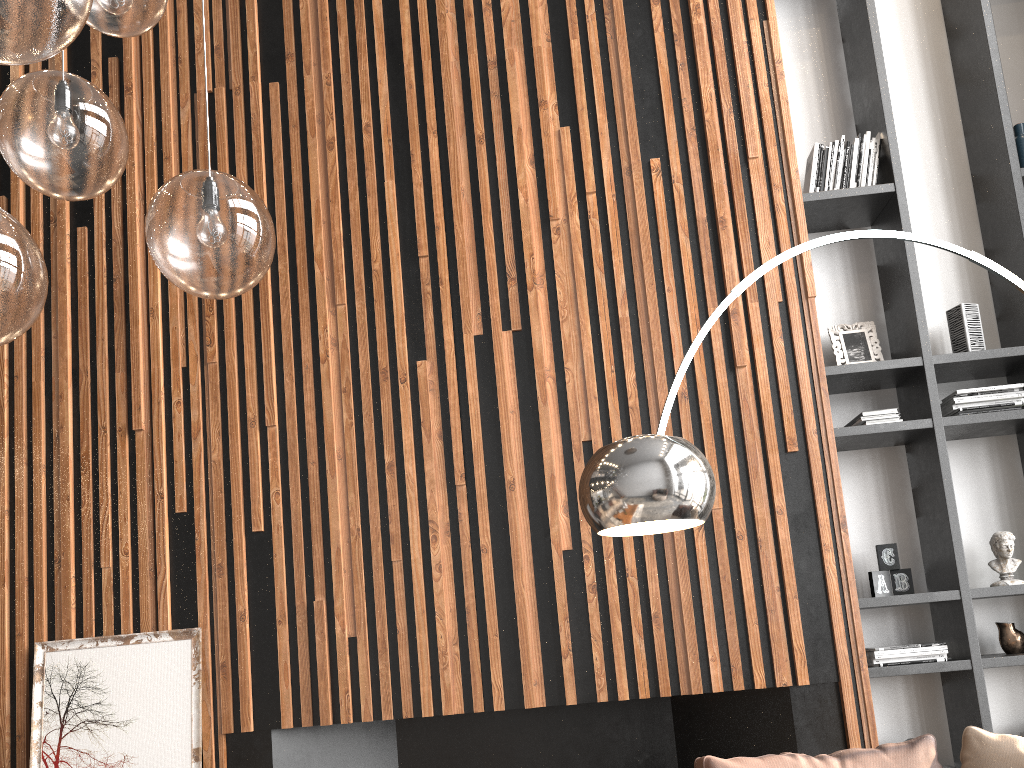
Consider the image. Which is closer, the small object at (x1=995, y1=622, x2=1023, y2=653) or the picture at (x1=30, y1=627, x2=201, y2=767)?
the picture at (x1=30, y1=627, x2=201, y2=767)

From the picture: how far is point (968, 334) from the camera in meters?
4.0

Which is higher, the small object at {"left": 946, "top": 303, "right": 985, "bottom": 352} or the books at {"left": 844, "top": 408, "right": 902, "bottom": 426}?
the small object at {"left": 946, "top": 303, "right": 985, "bottom": 352}

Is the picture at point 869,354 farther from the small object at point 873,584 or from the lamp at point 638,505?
the lamp at point 638,505

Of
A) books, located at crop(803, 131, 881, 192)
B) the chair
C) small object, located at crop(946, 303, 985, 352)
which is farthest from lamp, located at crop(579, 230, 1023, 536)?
books, located at crop(803, 131, 881, 192)

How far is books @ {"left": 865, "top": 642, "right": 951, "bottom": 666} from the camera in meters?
3.6 m

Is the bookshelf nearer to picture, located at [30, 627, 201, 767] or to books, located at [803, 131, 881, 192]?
books, located at [803, 131, 881, 192]

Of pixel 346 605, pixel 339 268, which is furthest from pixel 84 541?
pixel 339 268

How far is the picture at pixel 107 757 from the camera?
3.5 meters

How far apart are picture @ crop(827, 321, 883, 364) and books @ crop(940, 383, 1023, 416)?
0.34m
